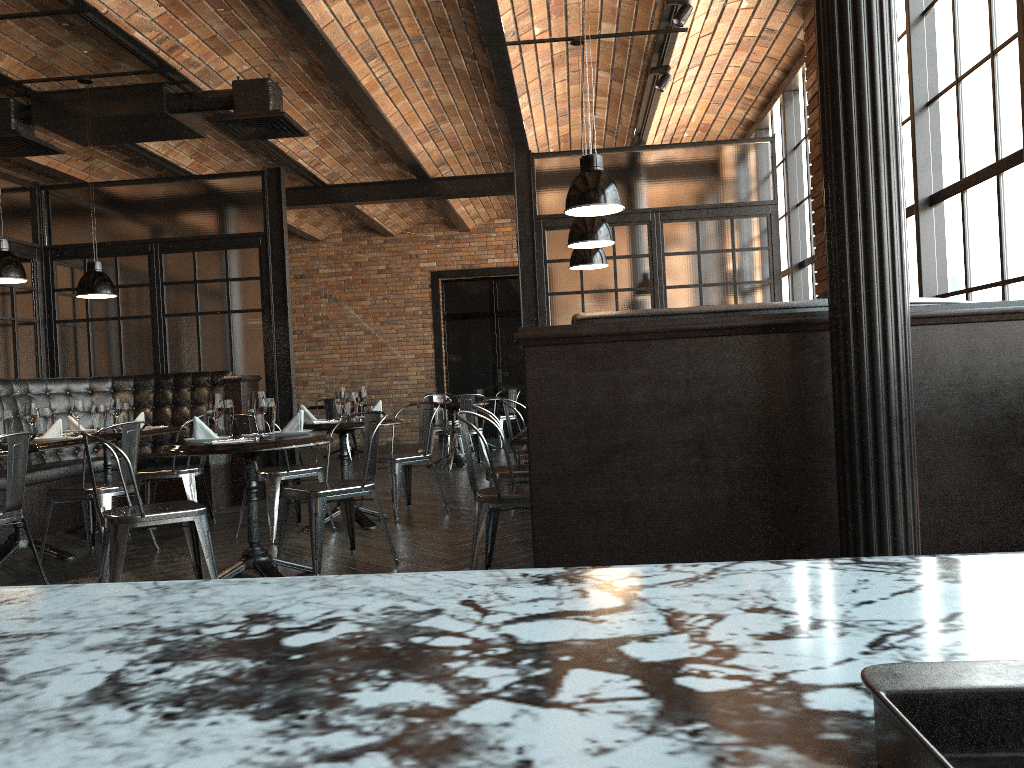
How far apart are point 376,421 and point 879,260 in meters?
3.4

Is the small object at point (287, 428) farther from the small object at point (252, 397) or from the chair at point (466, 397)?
the chair at point (466, 397)

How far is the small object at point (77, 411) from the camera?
6.5m

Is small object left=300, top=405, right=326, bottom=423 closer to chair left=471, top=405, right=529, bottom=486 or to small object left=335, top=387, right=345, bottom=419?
small object left=335, top=387, right=345, bottom=419

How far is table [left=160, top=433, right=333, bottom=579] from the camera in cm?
423

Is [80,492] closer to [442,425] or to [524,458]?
[524,458]

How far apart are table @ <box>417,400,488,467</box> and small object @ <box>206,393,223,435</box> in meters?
5.5

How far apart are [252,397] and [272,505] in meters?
1.6 m

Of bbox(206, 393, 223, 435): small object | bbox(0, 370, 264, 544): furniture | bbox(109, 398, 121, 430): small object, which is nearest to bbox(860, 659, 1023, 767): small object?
bbox(206, 393, 223, 435): small object

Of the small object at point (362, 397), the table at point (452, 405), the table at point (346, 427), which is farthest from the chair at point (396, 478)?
the table at point (452, 405)
